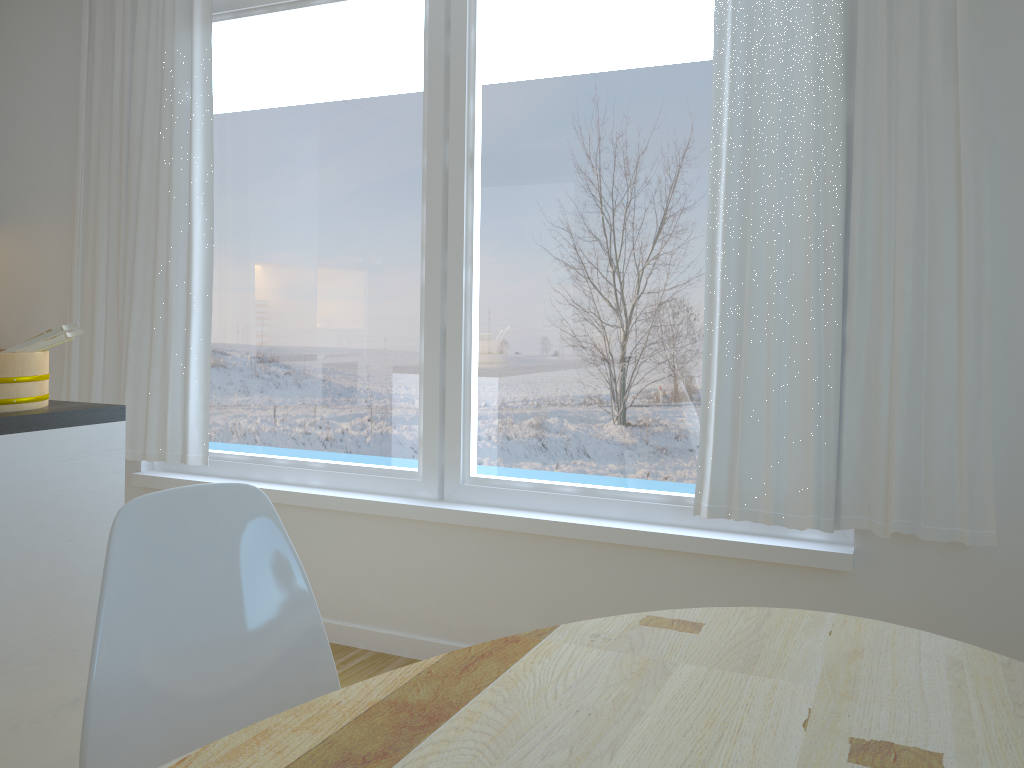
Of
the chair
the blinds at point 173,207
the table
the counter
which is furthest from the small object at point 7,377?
the table

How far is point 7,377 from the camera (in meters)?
2.06

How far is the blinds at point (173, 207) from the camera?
3.40m

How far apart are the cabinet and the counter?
0.0m

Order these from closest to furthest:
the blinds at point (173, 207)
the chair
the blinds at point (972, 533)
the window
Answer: the chair → the blinds at point (972, 533) → the window → the blinds at point (173, 207)

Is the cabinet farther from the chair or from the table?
the table

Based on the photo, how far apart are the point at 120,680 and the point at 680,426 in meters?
1.9 m

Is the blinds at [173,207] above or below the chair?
above

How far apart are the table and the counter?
1.30m

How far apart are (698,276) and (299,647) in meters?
1.8 m
